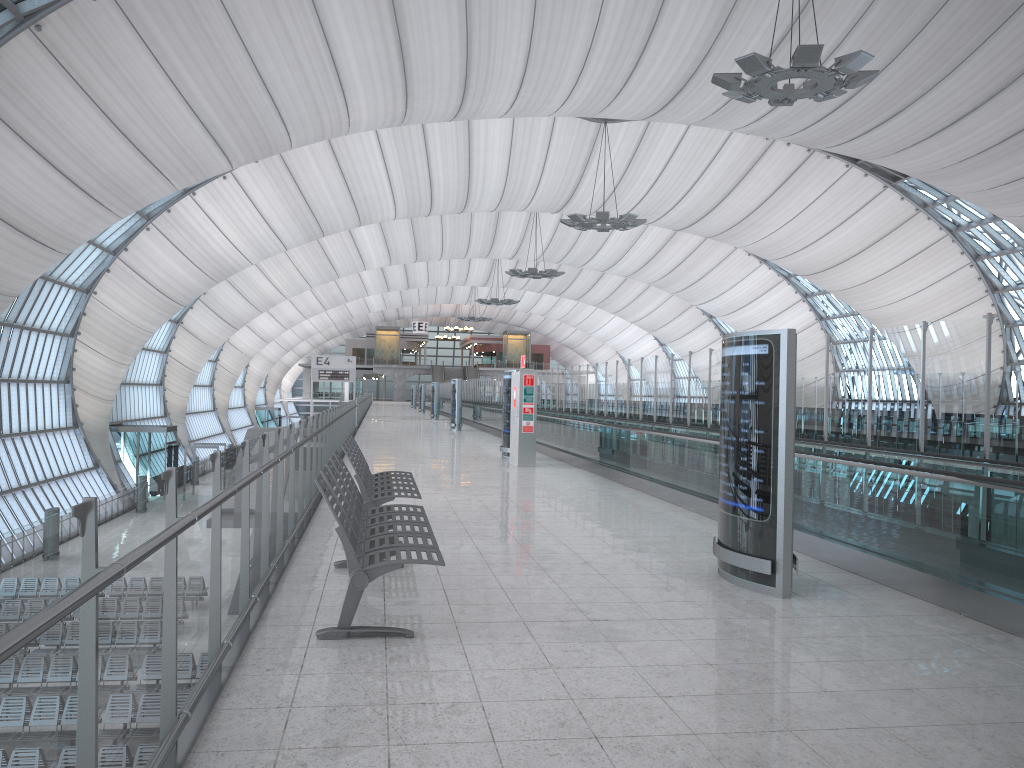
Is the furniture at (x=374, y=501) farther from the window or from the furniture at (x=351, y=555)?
the window

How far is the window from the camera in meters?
35.2 m

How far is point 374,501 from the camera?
7.8m

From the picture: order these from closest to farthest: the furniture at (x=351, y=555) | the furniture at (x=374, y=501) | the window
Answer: the furniture at (x=351, y=555), the furniture at (x=374, y=501), the window

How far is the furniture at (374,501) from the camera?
7.76m

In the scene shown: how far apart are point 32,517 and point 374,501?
33.0m

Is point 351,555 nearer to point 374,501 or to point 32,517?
point 374,501

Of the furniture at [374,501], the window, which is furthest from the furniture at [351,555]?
the window

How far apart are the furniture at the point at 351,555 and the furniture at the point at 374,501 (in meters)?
0.56

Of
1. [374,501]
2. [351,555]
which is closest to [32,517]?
[374,501]
